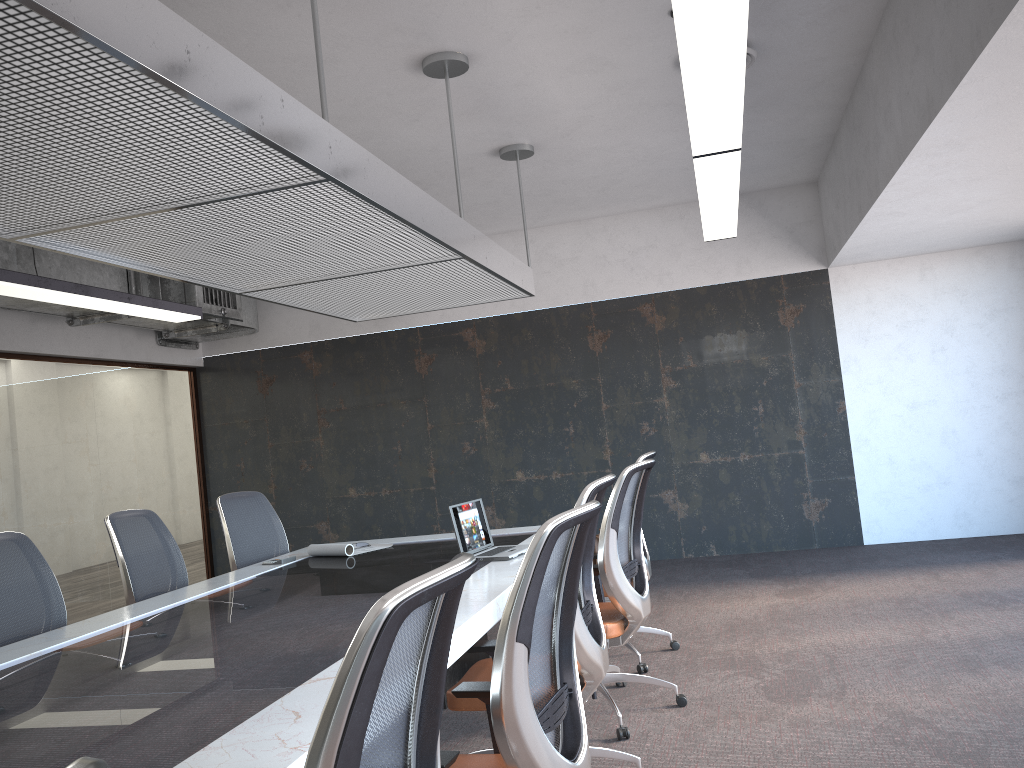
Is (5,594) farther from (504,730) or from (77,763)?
(77,763)

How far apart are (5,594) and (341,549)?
1.8 meters

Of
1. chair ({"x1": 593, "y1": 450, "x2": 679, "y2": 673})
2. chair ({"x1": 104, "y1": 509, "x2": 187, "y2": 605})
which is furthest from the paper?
chair ({"x1": 593, "y1": 450, "x2": 679, "y2": 673})

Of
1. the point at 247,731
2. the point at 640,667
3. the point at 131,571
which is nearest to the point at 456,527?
the point at 640,667

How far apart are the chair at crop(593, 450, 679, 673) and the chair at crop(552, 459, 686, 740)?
0.28m

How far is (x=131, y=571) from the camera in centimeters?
460cm

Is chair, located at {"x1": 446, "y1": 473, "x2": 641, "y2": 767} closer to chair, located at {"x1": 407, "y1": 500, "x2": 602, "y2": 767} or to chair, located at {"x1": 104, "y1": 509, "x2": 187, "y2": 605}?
chair, located at {"x1": 407, "y1": 500, "x2": 602, "y2": 767}

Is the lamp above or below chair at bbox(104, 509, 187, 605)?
above

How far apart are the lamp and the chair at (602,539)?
1.35m

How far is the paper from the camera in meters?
5.1
